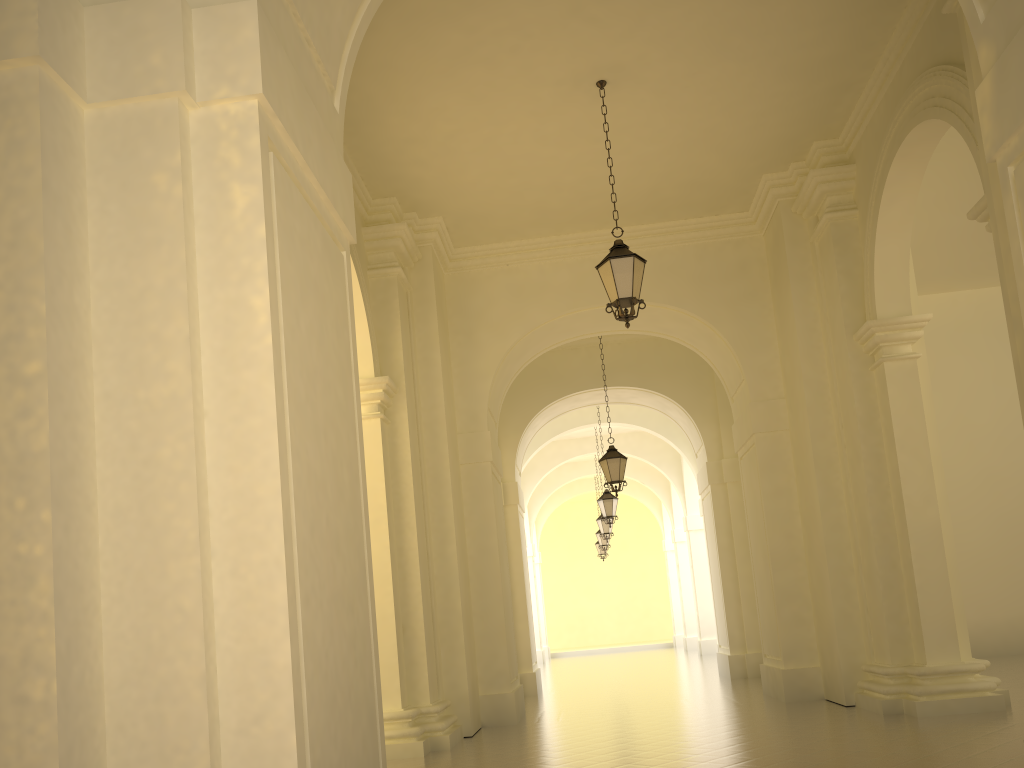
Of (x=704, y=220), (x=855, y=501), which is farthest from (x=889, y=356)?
(x=704, y=220)

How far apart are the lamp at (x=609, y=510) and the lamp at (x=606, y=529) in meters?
3.8 m

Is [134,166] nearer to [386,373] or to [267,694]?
[267,694]

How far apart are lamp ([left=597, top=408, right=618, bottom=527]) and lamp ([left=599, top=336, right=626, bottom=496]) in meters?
4.9 m

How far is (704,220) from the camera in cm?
1243

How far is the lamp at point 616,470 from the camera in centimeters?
1462cm

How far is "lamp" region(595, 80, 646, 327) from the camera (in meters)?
8.62

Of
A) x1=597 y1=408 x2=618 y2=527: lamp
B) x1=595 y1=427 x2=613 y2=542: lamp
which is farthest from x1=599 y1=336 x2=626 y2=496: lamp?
x1=595 y1=427 x2=613 y2=542: lamp

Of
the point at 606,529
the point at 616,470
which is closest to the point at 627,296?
the point at 616,470

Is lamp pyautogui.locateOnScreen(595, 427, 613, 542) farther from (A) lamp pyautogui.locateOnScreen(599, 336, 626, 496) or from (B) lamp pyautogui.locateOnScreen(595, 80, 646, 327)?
(B) lamp pyautogui.locateOnScreen(595, 80, 646, 327)
